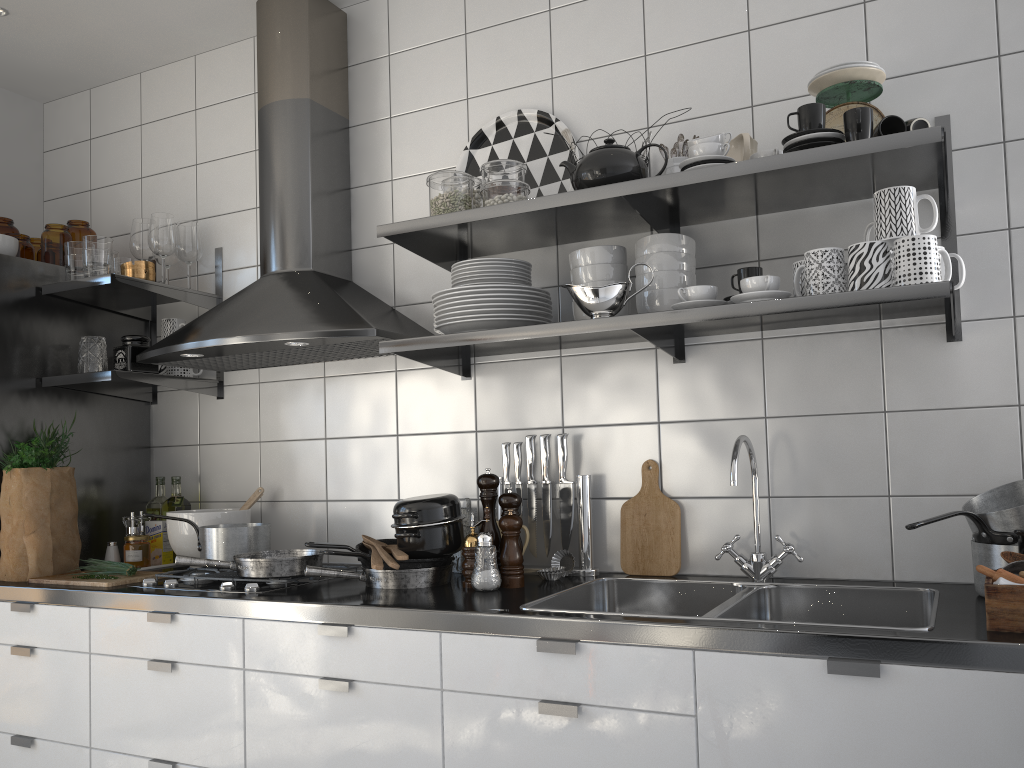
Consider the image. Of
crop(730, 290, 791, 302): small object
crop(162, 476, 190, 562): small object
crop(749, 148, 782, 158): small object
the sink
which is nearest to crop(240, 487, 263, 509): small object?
crop(162, 476, 190, 562): small object

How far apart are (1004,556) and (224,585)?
1.7m

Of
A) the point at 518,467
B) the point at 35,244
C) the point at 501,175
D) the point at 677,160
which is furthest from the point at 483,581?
the point at 35,244

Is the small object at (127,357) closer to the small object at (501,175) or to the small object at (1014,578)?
the small object at (501,175)

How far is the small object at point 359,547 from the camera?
2.2m

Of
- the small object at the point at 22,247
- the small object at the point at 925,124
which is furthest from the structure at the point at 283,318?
the small object at the point at 925,124

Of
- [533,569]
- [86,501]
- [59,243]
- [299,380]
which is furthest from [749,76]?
[86,501]

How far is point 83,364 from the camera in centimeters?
269cm

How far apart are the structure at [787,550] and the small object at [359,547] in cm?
88

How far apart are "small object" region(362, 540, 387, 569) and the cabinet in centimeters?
16cm
